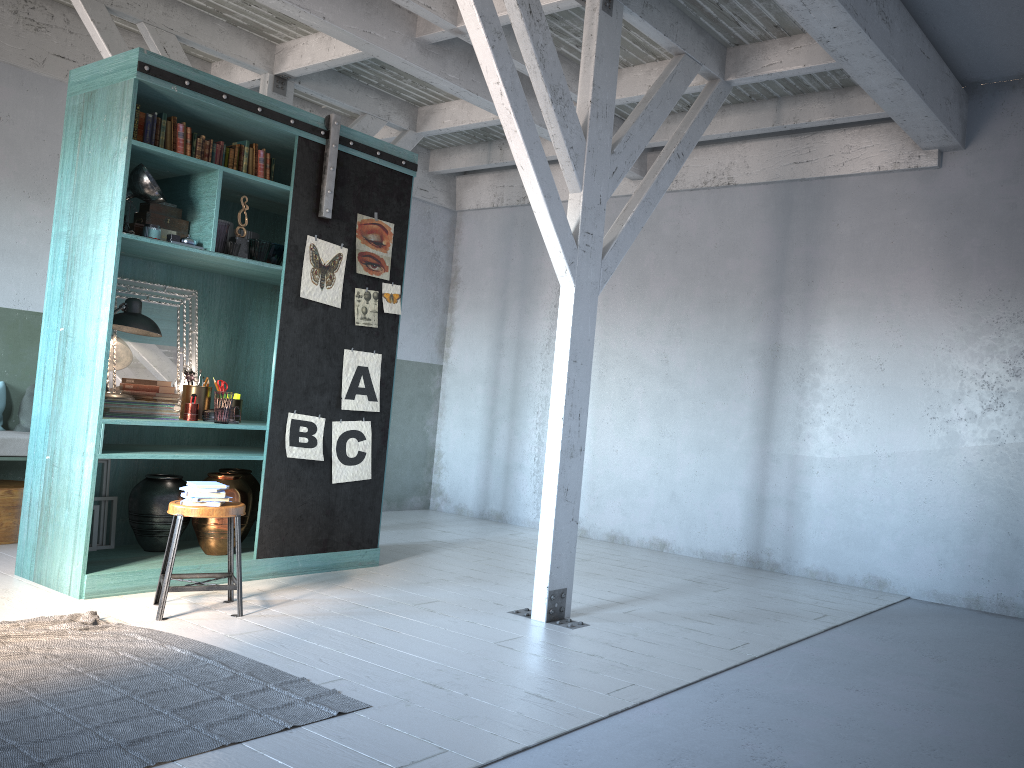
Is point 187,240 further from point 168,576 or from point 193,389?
point 168,576

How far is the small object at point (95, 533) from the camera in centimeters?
645cm

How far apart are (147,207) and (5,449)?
2.5 meters

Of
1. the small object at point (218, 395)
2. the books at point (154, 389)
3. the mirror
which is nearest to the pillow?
the mirror

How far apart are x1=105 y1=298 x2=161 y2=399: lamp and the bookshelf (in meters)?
0.25

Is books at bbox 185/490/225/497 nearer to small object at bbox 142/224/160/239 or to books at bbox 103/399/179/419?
books at bbox 103/399/179/419

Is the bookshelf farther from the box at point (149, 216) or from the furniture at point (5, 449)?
the furniture at point (5, 449)

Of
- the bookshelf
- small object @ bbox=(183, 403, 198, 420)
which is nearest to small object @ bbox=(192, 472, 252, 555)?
the bookshelf

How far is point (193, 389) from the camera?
6.60m

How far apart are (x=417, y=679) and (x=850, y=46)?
4.65m
